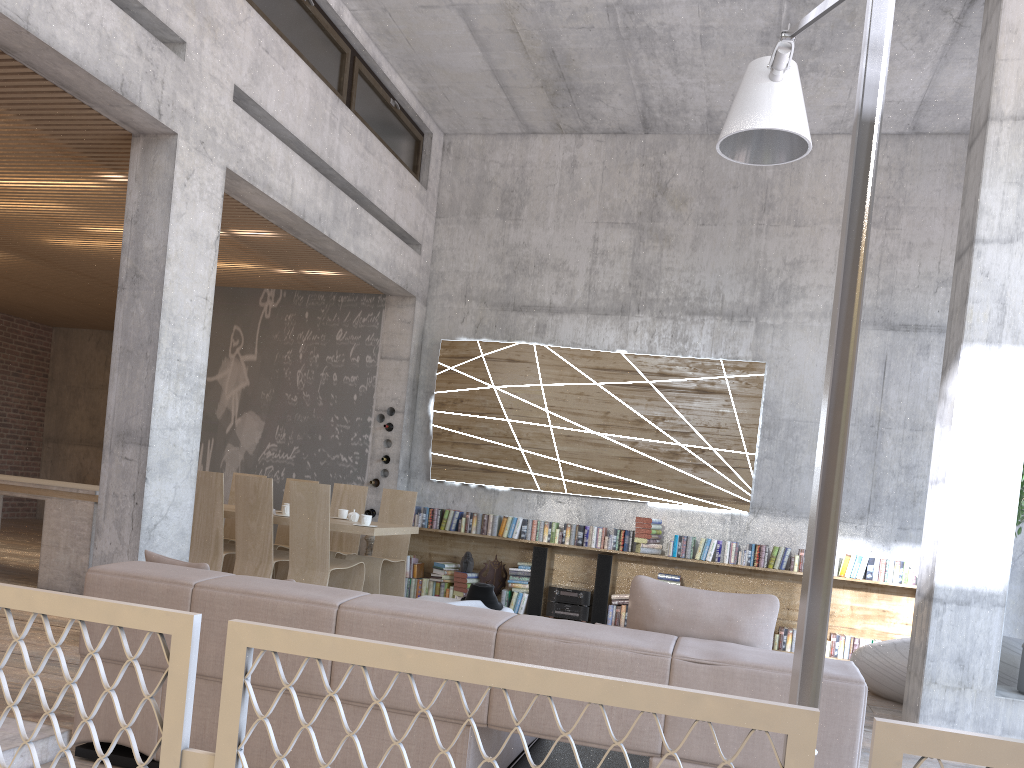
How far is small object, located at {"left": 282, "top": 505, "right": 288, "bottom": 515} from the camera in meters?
7.1 m

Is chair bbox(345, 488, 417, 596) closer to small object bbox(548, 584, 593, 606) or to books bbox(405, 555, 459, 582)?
books bbox(405, 555, 459, 582)

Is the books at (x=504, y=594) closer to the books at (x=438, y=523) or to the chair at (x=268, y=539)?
the books at (x=438, y=523)

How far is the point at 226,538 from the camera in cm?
838

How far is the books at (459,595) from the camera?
9.0m

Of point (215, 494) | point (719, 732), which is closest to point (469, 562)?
point (215, 494)

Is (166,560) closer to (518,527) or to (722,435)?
(518,527)

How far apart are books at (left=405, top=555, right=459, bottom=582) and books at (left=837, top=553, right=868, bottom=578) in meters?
3.8

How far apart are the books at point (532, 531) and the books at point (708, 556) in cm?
167

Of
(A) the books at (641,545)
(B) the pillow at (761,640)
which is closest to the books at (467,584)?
(A) the books at (641,545)
